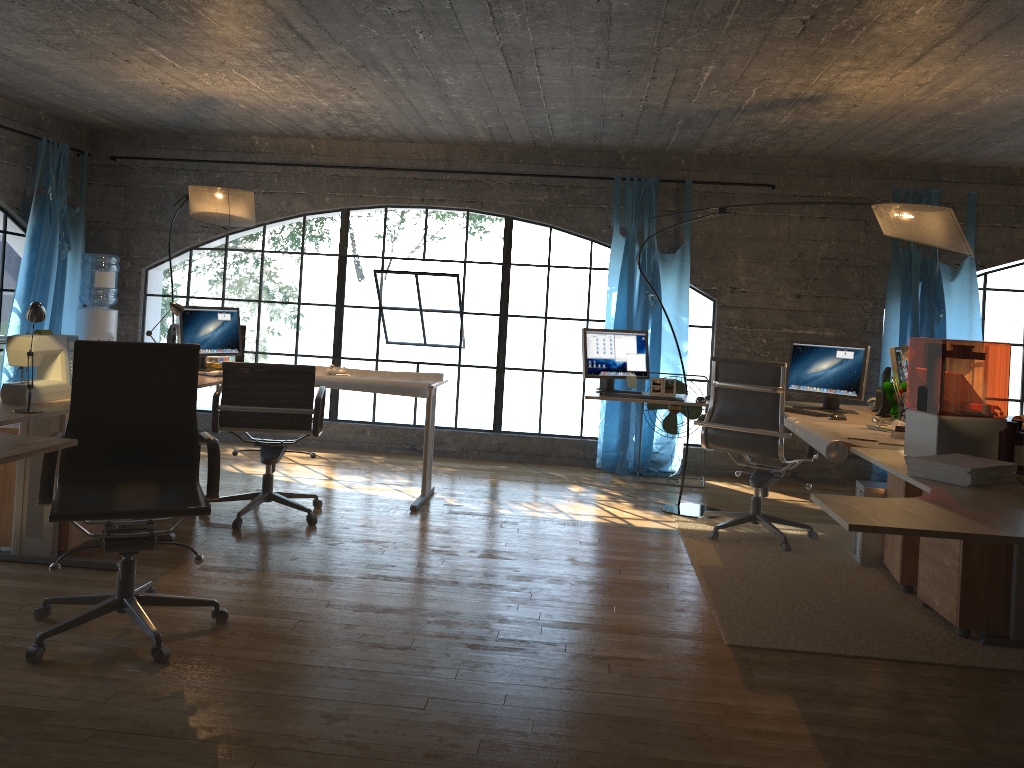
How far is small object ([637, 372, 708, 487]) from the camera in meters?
6.6

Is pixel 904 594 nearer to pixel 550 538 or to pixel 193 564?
pixel 550 538

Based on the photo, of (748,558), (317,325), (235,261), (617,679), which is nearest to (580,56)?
(748,558)

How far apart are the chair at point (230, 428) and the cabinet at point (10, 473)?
0.7 meters

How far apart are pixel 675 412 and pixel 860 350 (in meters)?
1.82

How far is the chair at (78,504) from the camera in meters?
3.0

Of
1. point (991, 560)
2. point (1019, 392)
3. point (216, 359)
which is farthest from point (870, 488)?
point (1019, 392)

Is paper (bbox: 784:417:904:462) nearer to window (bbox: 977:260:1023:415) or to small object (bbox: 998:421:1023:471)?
small object (bbox: 998:421:1023:471)

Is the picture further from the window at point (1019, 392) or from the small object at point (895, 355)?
the window at point (1019, 392)

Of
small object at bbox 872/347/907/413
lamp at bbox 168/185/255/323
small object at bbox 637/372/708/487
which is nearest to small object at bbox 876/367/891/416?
small object at bbox 872/347/907/413
